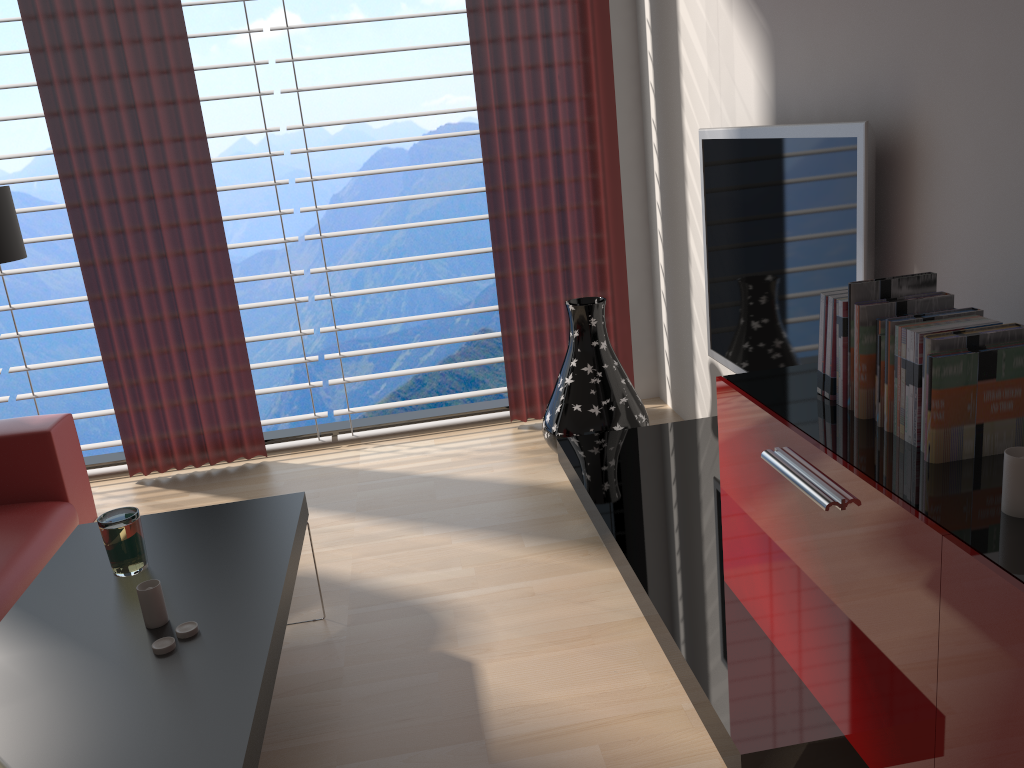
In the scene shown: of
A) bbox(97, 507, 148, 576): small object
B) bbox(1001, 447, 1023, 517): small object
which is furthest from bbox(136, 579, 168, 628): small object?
bbox(1001, 447, 1023, 517): small object

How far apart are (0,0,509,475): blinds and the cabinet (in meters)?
3.42

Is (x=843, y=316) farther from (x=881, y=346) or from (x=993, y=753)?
(x=993, y=753)

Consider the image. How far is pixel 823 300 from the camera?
2.6 meters

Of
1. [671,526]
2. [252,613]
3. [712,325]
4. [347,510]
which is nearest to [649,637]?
[671,526]

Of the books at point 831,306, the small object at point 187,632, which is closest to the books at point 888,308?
the books at point 831,306

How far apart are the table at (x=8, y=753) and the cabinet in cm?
152

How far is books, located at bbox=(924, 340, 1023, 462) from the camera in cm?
206

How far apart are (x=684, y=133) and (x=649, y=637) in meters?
2.9

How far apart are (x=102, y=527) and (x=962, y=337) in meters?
2.7
